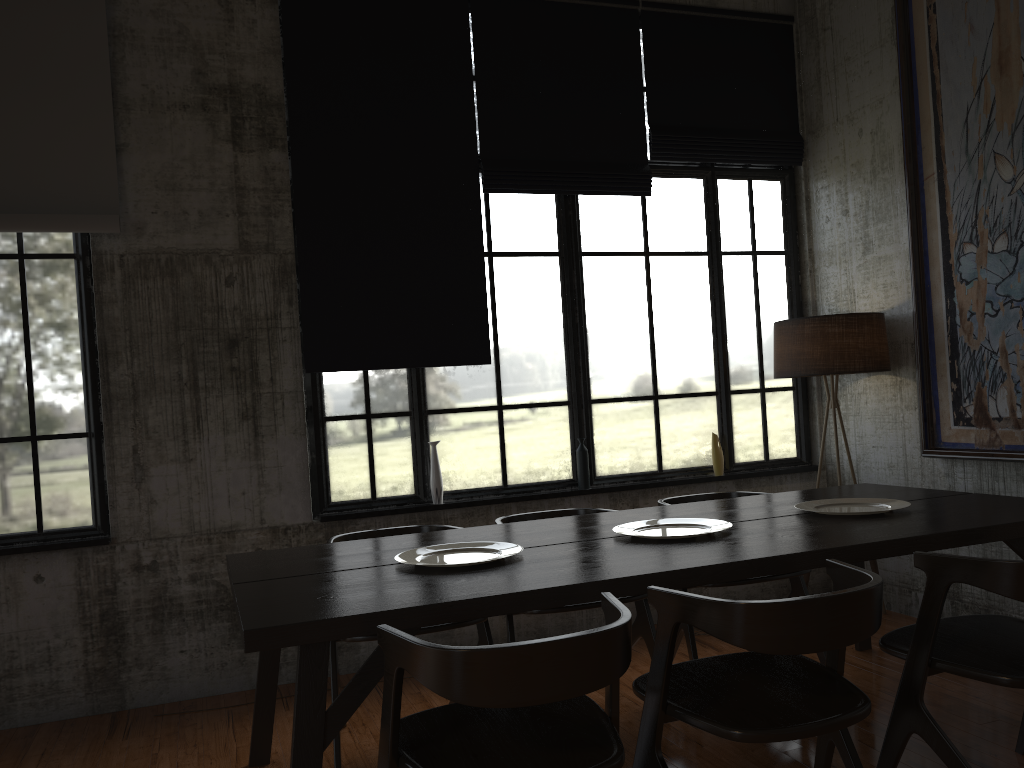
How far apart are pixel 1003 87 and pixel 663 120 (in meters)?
2.18

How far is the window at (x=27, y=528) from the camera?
5.02m

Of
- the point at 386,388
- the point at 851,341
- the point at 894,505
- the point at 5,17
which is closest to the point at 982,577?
the point at 894,505

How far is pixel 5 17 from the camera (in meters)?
4.94

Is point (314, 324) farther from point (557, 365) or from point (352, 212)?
point (557, 365)

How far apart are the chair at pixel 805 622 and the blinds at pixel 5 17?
3.8 meters

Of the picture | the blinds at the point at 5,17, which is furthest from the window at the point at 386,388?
the blinds at the point at 5,17

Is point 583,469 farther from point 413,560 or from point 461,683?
point 461,683

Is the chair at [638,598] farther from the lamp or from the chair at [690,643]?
the lamp

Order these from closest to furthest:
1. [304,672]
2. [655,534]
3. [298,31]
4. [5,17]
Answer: [304,672] → [655,534] → [5,17] → [298,31]
